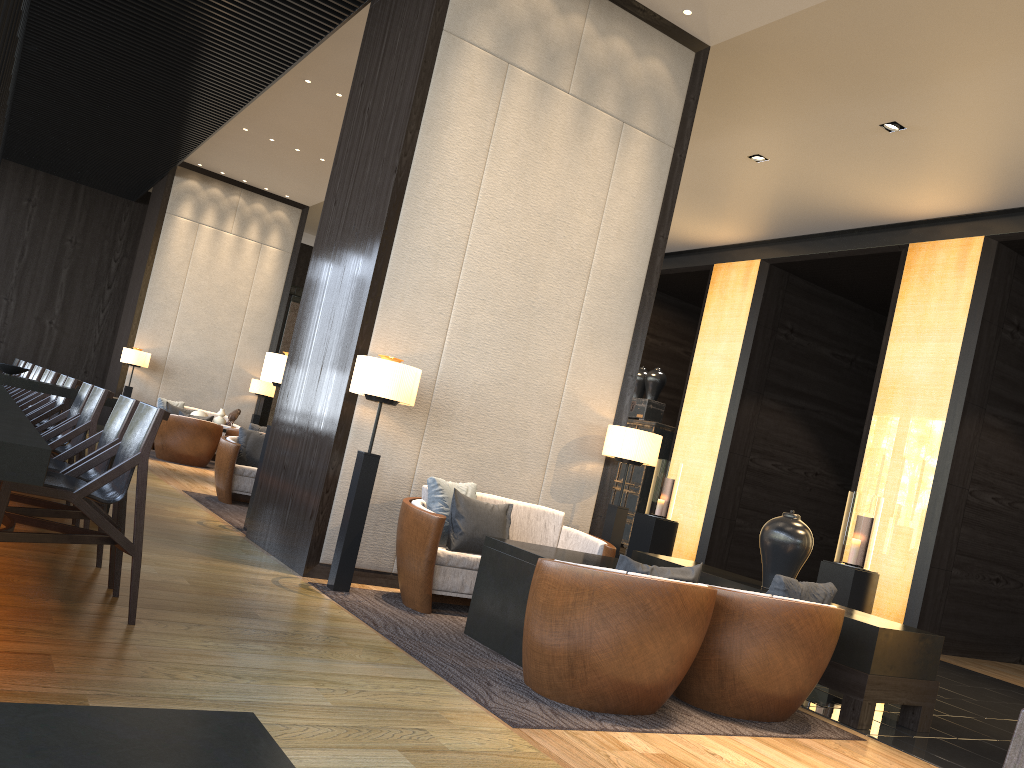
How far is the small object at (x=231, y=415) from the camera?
12.27m

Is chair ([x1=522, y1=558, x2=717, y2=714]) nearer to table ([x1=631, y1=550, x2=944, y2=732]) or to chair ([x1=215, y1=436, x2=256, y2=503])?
table ([x1=631, y1=550, x2=944, y2=732])

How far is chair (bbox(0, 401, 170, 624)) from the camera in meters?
3.2 m

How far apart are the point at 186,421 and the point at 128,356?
2.25m

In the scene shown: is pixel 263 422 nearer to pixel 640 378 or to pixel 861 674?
pixel 640 378

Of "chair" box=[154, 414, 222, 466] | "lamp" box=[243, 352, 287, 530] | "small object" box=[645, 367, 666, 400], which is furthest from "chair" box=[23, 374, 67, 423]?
"small object" box=[645, 367, 666, 400]

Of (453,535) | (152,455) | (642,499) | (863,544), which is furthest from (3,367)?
(642,499)

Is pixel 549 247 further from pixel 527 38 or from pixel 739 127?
pixel 739 127

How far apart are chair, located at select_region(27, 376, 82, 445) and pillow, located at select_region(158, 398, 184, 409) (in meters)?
6.54

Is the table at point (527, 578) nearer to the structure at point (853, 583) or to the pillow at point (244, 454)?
the pillow at point (244, 454)
